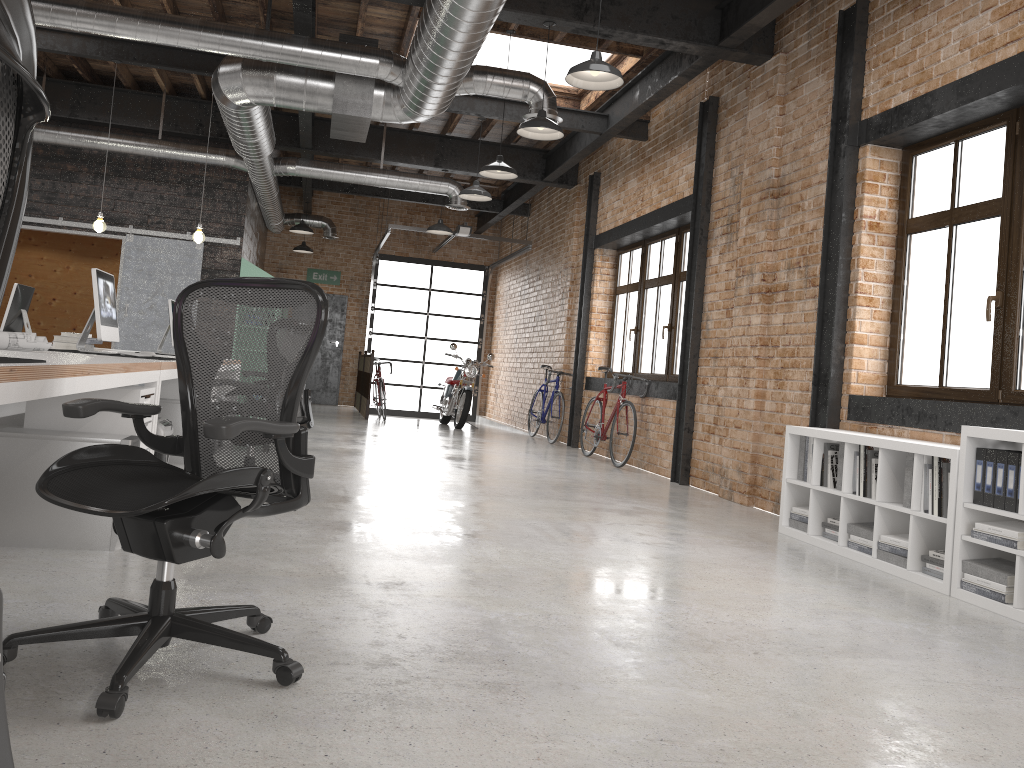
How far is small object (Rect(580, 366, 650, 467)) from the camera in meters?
9.3

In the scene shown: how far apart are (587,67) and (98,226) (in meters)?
5.52

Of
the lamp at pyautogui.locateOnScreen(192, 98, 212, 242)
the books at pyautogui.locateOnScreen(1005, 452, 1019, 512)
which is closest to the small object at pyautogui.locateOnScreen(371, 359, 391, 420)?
the lamp at pyautogui.locateOnScreen(192, 98, 212, 242)

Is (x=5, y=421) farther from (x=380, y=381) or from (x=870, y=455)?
(x=870, y=455)

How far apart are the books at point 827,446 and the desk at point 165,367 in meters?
3.8

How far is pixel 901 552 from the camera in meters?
4.6

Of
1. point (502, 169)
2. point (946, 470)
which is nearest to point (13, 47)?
point (946, 470)

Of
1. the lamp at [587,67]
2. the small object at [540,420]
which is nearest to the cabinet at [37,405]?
the lamp at [587,67]

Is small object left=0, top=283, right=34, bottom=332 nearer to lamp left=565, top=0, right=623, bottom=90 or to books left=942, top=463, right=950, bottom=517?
lamp left=565, top=0, right=623, bottom=90

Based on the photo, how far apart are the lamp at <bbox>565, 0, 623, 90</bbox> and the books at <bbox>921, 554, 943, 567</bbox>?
3.17m
